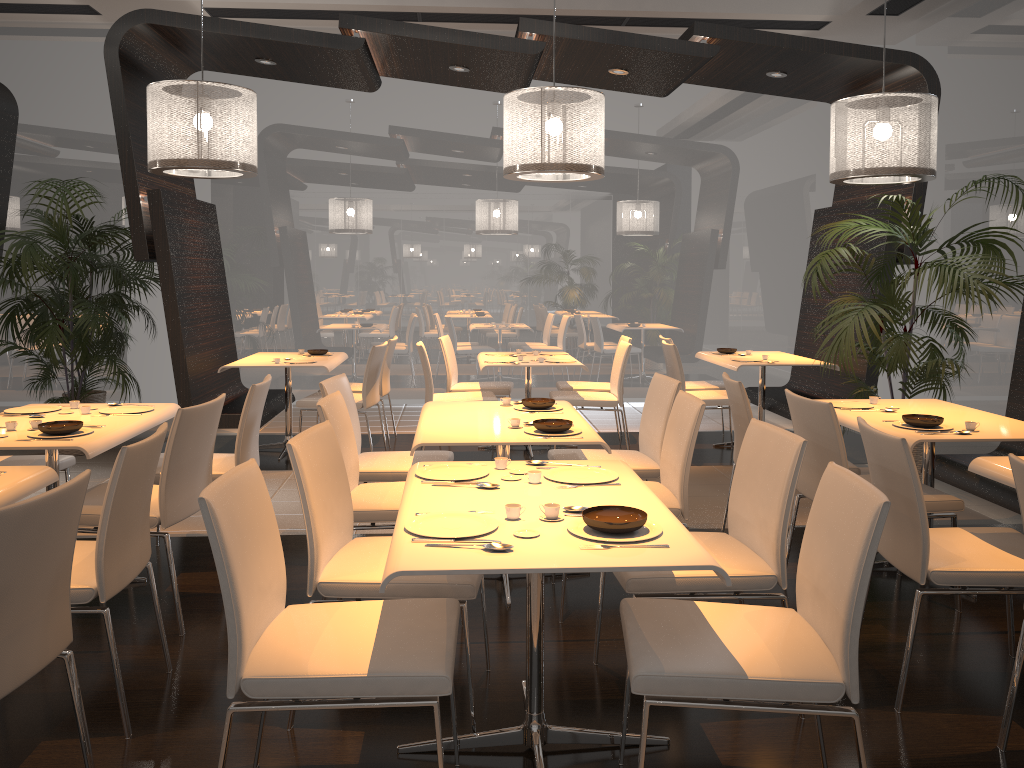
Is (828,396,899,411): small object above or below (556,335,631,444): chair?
above

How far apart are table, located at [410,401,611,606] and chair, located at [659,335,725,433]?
3.0 meters

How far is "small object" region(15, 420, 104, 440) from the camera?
3.5 meters

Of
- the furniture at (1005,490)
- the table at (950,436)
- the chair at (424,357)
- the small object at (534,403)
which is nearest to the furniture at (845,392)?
the furniture at (1005,490)

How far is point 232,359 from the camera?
7.4 meters

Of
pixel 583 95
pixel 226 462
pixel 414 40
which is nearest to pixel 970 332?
pixel 583 95

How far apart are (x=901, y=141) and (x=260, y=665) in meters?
4.7 m

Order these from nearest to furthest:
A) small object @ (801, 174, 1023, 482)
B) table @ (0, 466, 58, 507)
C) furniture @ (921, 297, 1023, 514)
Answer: table @ (0, 466, 58, 507)
furniture @ (921, 297, 1023, 514)
small object @ (801, 174, 1023, 482)

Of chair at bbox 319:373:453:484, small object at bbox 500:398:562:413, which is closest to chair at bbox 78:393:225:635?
chair at bbox 319:373:453:484

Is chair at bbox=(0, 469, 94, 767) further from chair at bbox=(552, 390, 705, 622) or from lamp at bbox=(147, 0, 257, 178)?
lamp at bbox=(147, 0, 257, 178)
